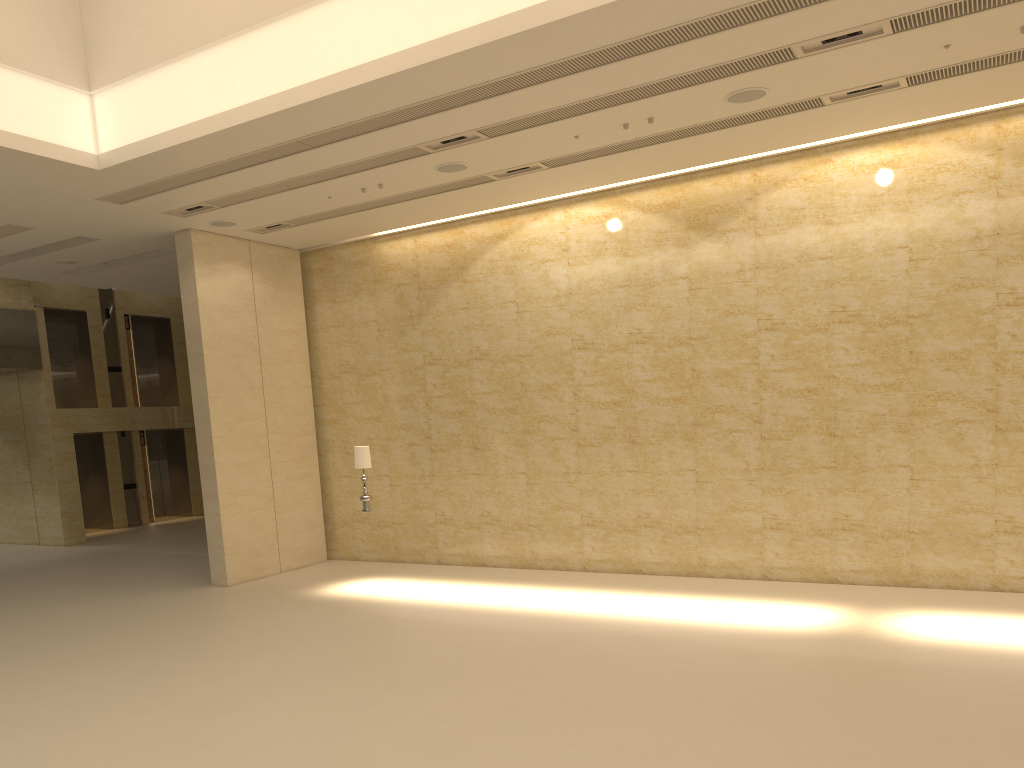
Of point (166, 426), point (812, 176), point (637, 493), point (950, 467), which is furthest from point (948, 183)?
point (166, 426)

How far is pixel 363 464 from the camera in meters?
13.4

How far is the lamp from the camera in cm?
1336

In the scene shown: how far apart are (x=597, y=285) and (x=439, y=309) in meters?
3.0

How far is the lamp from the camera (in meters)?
13.36
